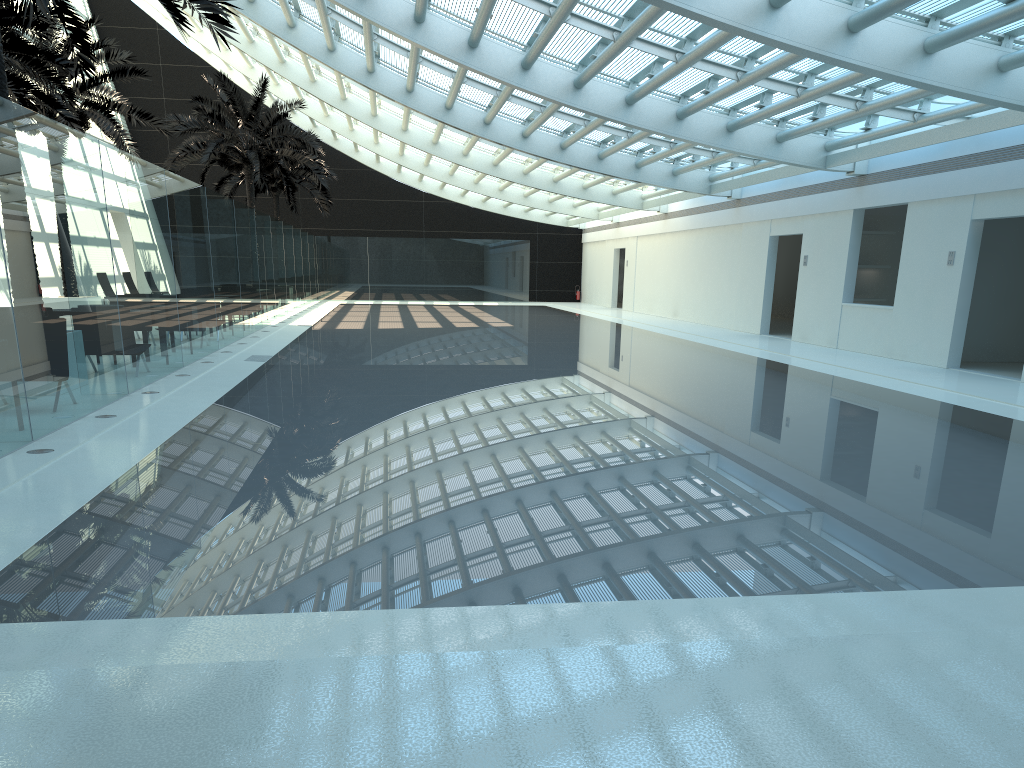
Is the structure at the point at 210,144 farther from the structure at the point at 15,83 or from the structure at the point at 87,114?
the structure at the point at 15,83

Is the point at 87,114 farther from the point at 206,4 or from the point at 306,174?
the point at 306,174

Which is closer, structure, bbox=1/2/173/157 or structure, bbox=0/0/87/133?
structure, bbox=0/0/87/133

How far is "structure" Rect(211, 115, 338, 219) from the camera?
35.15m

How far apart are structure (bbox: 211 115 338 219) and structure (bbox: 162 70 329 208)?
4.0 meters

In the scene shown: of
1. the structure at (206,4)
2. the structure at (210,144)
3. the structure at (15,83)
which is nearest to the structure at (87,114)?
the structure at (15,83)

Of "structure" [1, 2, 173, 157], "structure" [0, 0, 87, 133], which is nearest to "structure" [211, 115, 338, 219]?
"structure" [1, 2, 173, 157]

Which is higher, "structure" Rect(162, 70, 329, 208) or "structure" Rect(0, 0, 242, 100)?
"structure" Rect(162, 70, 329, 208)

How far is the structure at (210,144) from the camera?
26.5m

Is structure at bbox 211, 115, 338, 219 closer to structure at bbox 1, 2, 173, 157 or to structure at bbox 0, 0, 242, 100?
structure at bbox 1, 2, 173, 157
